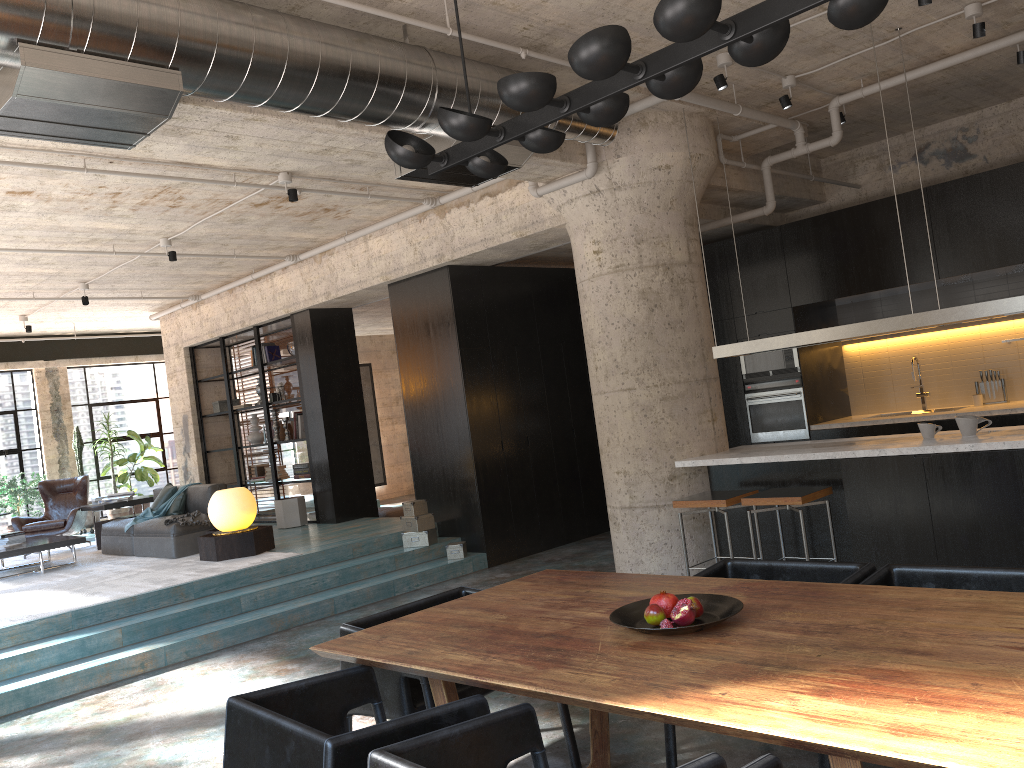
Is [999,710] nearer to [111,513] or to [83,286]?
[83,286]

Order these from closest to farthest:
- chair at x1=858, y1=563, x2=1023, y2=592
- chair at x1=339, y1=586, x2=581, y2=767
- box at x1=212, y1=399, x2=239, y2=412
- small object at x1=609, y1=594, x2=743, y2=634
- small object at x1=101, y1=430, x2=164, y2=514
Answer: small object at x1=609, y1=594, x2=743, y2=634, chair at x1=858, y1=563, x2=1023, y2=592, chair at x1=339, y1=586, x2=581, y2=767, box at x1=212, y1=399, x2=239, y2=412, small object at x1=101, y1=430, x2=164, y2=514

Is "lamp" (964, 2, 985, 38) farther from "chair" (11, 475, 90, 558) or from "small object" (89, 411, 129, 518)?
"small object" (89, 411, 129, 518)

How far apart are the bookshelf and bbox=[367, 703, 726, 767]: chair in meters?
8.6 m

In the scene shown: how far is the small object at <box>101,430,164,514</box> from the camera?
14.07m

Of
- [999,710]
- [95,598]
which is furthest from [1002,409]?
[95,598]

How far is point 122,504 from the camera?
10.9 meters

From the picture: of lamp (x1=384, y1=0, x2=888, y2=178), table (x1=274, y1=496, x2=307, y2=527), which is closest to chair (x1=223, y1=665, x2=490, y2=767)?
lamp (x1=384, y1=0, x2=888, y2=178)

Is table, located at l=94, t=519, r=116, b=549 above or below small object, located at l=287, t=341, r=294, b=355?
below

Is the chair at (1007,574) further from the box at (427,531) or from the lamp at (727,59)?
the box at (427,531)
